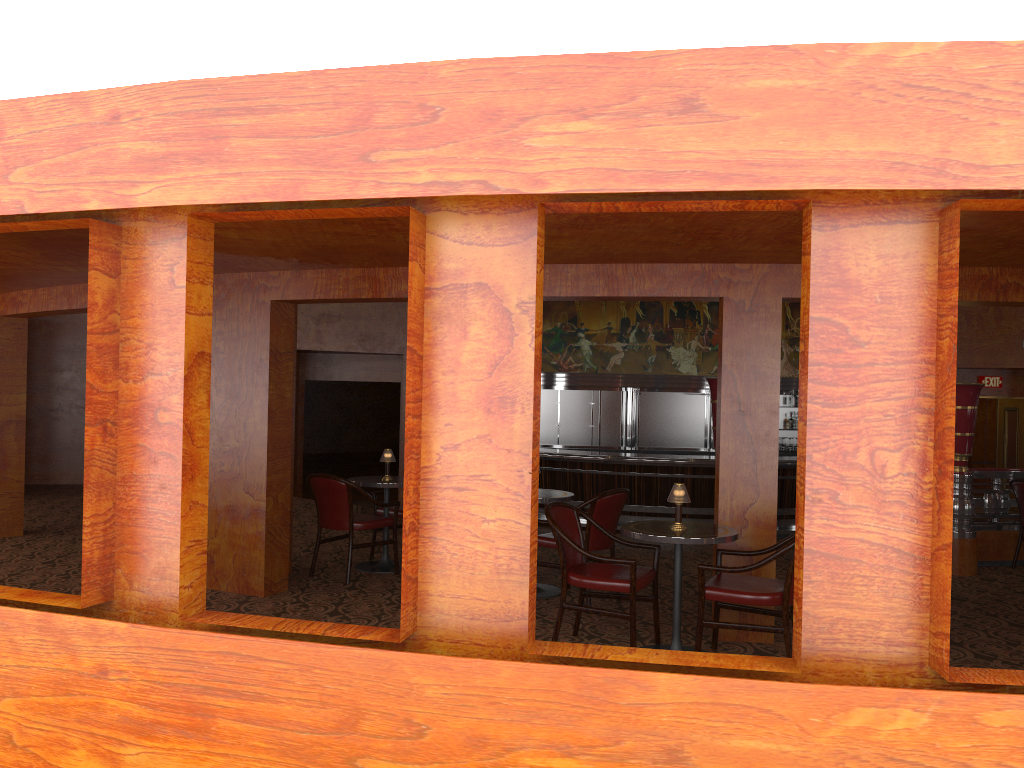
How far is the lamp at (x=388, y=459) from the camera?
7.19m

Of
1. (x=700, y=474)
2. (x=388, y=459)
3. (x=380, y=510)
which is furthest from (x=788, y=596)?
(x=700, y=474)

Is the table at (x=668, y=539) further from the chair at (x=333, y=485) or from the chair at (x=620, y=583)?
the chair at (x=333, y=485)

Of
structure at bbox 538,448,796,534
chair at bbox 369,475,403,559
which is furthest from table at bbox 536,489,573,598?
structure at bbox 538,448,796,534

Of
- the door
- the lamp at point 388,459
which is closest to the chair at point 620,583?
the lamp at point 388,459

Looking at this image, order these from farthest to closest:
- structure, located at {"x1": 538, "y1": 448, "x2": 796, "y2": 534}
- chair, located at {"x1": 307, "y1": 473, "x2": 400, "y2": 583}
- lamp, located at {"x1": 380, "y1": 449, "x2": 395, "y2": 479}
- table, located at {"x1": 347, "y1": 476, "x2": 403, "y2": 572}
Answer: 1. structure, located at {"x1": 538, "y1": 448, "x2": 796, "y2": 534}
2. lamp, located at {"x1": 380, "y1": 449, "x2": 395, "y2": 479}
3. table, located at {"x1": 347, "y1": 476, "x2": 403, "y2": 572}
4. chair, located at {"x1": 307, "y1": 473, "x2": 400, "y2": 583}

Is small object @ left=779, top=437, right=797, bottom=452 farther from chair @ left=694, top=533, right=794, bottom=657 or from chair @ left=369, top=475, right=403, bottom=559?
chair @ left=694, top=533, right=794, bottom=657

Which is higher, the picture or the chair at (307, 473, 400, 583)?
the picture

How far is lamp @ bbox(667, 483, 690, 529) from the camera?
4.83m

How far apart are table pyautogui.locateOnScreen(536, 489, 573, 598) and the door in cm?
1224
